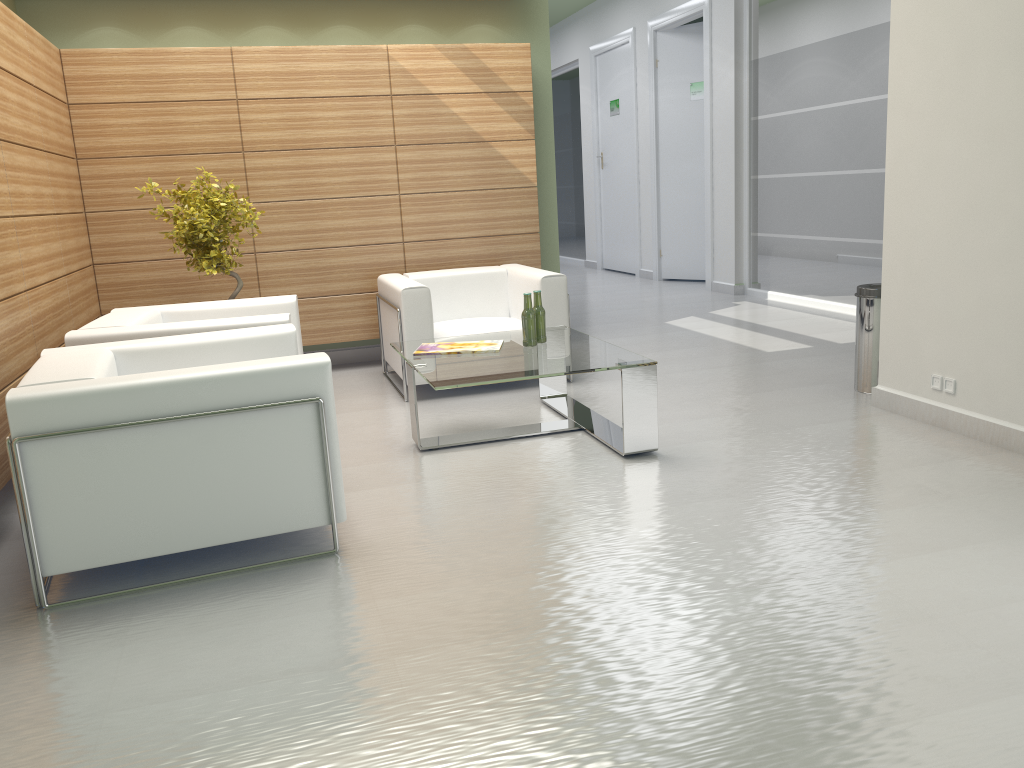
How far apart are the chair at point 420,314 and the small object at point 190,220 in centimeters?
159cm

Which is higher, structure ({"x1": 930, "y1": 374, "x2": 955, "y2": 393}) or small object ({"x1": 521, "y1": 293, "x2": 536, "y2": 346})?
small object ({"x1": 521, "y1": 293, "x2": 536, "y2": 346})

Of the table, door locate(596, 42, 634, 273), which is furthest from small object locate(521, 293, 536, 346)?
door locate(596, 42, 634, 273)

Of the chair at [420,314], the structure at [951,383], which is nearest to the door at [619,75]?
the chair at [420,314]

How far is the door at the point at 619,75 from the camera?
20.2m

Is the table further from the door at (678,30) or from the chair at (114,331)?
the door at (678,30)

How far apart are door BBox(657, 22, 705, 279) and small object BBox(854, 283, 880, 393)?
9.94m

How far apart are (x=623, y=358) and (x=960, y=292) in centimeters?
272cm

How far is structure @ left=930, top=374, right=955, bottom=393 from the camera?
7.2 meters

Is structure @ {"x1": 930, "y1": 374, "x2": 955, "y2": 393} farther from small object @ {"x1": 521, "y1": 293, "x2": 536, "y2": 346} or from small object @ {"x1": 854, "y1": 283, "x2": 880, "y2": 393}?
small object @ {"x1": 521, "y1": 293, "x2": 536, "y2": 346}
